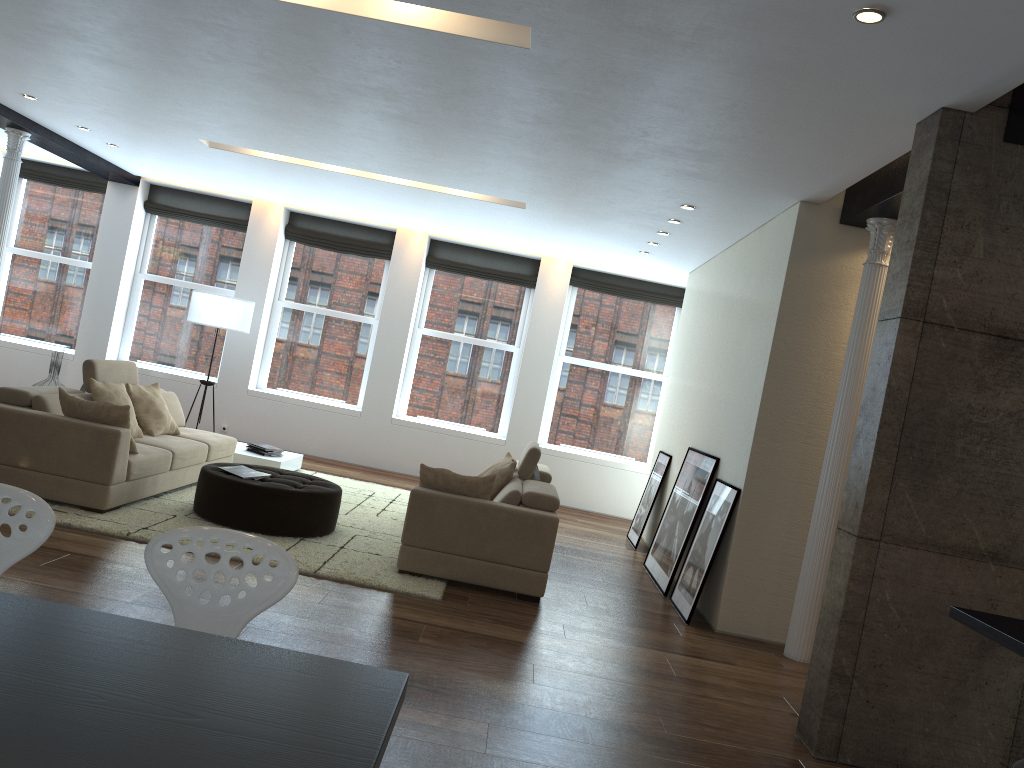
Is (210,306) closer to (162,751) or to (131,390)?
(131,390)

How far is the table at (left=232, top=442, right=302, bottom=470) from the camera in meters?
8.7 m

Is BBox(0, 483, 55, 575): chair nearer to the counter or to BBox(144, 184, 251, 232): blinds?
the counter

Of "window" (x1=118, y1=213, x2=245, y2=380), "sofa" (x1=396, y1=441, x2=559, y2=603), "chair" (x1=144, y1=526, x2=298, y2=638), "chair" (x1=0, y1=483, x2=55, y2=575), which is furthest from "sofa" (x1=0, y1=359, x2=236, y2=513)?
"chair" (x1=144, y1=526, x2=298, y2=638)

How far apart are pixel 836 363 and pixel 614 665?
2.6 meters

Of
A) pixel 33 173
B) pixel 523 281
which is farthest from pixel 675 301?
pixel 33 173

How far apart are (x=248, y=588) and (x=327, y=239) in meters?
9.3

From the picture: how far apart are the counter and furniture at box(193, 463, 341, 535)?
4.4 meters

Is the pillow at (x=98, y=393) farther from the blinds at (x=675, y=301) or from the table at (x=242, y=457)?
the blinds at (x=675, y=301)

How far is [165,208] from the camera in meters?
11.3 m
